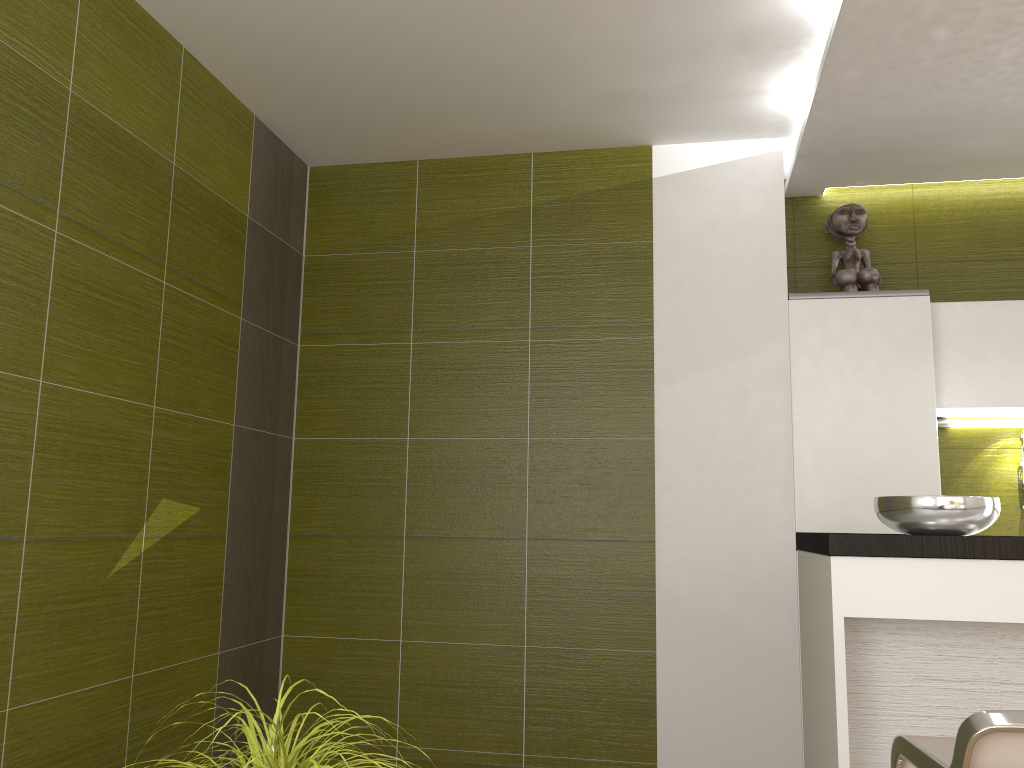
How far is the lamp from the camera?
3.8 meters

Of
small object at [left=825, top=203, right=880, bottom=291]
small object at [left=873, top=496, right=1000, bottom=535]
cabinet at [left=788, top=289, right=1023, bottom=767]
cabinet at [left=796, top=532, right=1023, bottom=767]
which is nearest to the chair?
cabinet at [left=796, top=532, right=1023, bottom=767]

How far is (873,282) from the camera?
3.7 meters

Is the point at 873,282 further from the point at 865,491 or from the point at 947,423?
the point at 865,491

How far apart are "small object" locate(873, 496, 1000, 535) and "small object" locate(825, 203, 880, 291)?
1.50m

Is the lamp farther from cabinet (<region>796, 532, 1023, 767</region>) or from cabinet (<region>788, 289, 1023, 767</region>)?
cabinet (<region>796, 532, 1023, 767</region>)

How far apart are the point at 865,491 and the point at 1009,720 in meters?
2.1 m

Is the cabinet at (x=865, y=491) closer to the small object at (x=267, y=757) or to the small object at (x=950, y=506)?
the small object at (x=950, y=506)

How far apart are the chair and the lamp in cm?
232

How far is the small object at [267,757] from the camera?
1.3m
